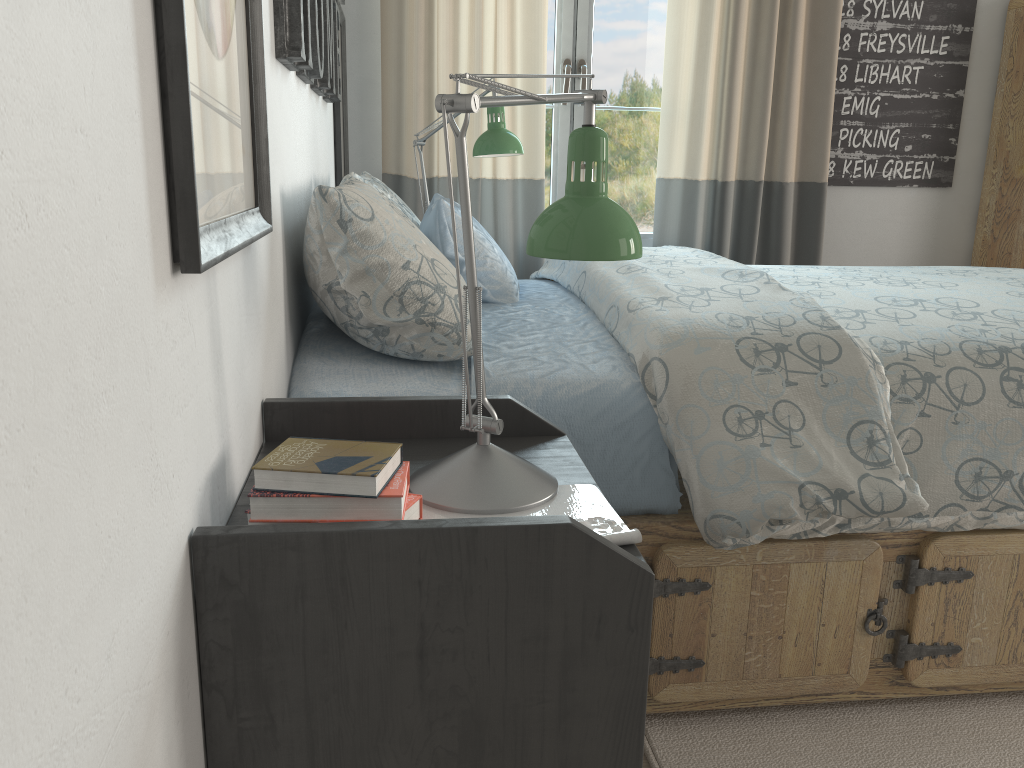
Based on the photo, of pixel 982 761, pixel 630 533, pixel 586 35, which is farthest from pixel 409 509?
pixel 586 35

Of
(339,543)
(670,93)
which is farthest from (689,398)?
(670,93)

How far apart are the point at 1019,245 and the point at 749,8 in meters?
1.3 m

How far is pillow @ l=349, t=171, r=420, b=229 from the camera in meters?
2.0

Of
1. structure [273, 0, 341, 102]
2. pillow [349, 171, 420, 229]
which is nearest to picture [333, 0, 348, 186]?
structure [273, 0, 341, 102]

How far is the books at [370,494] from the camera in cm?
78

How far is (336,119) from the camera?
2.48m

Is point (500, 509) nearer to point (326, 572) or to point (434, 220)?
point (326, 572)

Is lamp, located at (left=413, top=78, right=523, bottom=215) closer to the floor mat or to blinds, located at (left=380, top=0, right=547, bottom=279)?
blinds, located at (left=380, top=0, right=547, bottom=279)

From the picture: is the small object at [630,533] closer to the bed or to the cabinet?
the bed
